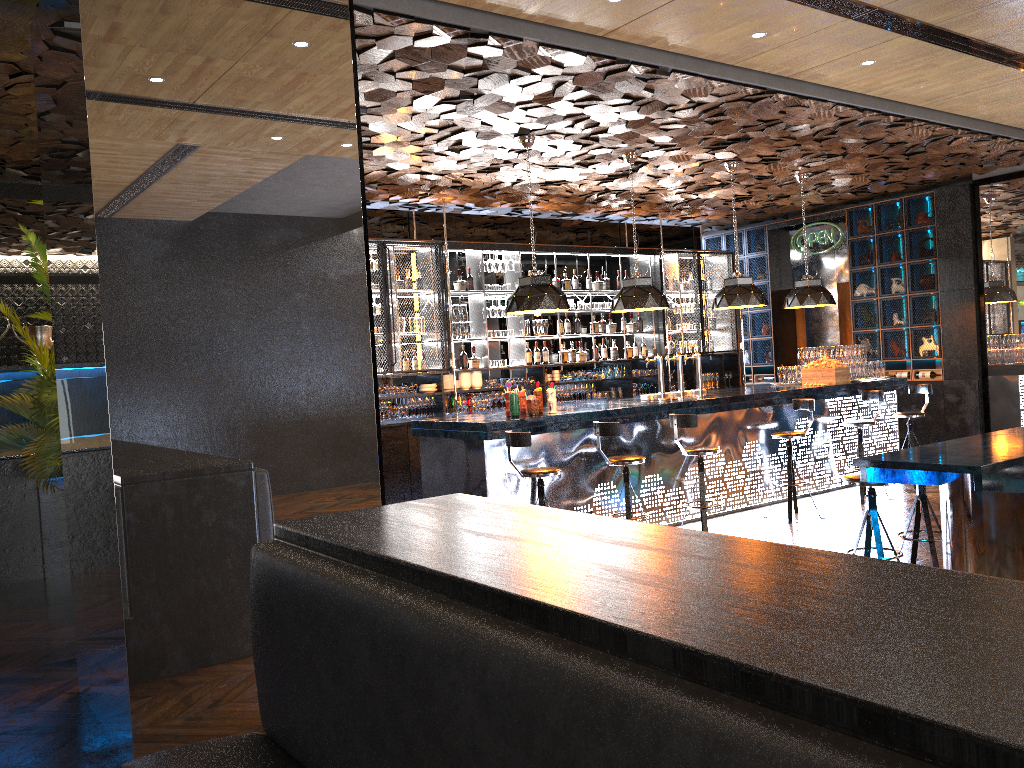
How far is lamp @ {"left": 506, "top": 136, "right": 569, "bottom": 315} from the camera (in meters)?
7.77

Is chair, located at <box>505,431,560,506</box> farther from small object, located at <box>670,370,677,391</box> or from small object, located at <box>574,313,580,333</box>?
small object, located at <box>670,370,677,391</box>

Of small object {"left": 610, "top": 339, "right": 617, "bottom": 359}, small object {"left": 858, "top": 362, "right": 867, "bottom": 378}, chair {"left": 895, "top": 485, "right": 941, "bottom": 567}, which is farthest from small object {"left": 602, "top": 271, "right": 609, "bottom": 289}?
chair {"left": 895, "top": 485, "right": 941, "bottom": 567}

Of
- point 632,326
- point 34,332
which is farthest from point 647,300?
point 34,332

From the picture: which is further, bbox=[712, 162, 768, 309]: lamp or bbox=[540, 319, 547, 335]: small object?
bbox=[540, 319, 547, 335]: small object

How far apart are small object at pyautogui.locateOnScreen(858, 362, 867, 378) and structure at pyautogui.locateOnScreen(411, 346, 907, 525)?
0.2 meters

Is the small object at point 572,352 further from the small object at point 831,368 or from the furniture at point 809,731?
the furniture at point 809,731

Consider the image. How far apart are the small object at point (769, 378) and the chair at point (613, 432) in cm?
739

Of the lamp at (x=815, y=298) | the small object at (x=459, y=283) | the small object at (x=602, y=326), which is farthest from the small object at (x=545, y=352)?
the lamp at (x=815, y=298)

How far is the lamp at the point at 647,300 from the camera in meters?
8.7 m
